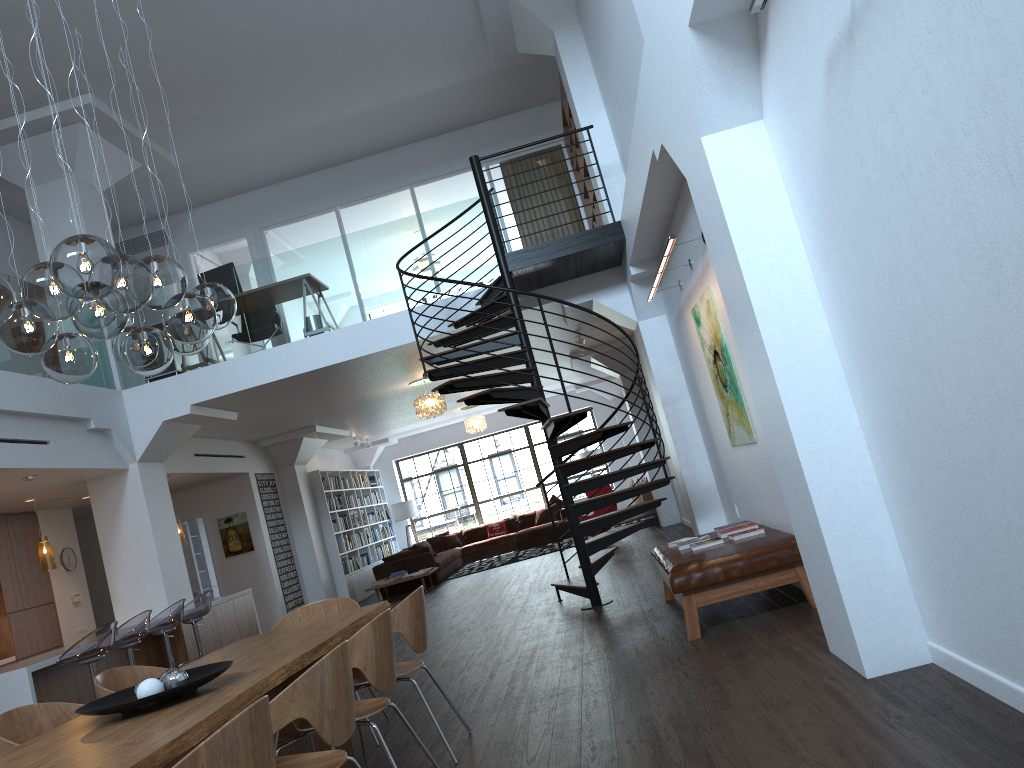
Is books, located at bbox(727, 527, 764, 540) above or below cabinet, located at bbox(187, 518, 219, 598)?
below

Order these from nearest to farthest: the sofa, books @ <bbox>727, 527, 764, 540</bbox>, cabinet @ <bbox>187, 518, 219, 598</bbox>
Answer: books @ <bbox>727, 527, 764, 540</bbox> < the sofa < cabinet @ <bbox>187, 518, 219, 598</bbox>

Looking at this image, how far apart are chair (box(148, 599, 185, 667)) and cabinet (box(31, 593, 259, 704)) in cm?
59

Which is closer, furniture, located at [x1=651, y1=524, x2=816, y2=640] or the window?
furniture, located at [x1=651, y1=524, x2=816, y2=640]

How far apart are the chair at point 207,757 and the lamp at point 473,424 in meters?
14.8 m

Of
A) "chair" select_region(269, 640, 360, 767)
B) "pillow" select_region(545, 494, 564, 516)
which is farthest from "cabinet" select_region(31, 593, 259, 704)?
"pillow" select_region(545, 494, 564, 516)

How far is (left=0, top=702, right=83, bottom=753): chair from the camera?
3.9m

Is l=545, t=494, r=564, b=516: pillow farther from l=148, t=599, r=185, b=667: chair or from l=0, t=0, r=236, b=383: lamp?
l=0, t=0, r=236, b=383: lamp

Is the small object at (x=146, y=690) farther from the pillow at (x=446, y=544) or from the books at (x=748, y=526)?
the pillow at (x=446, y=544)

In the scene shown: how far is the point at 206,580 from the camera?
15.5m
